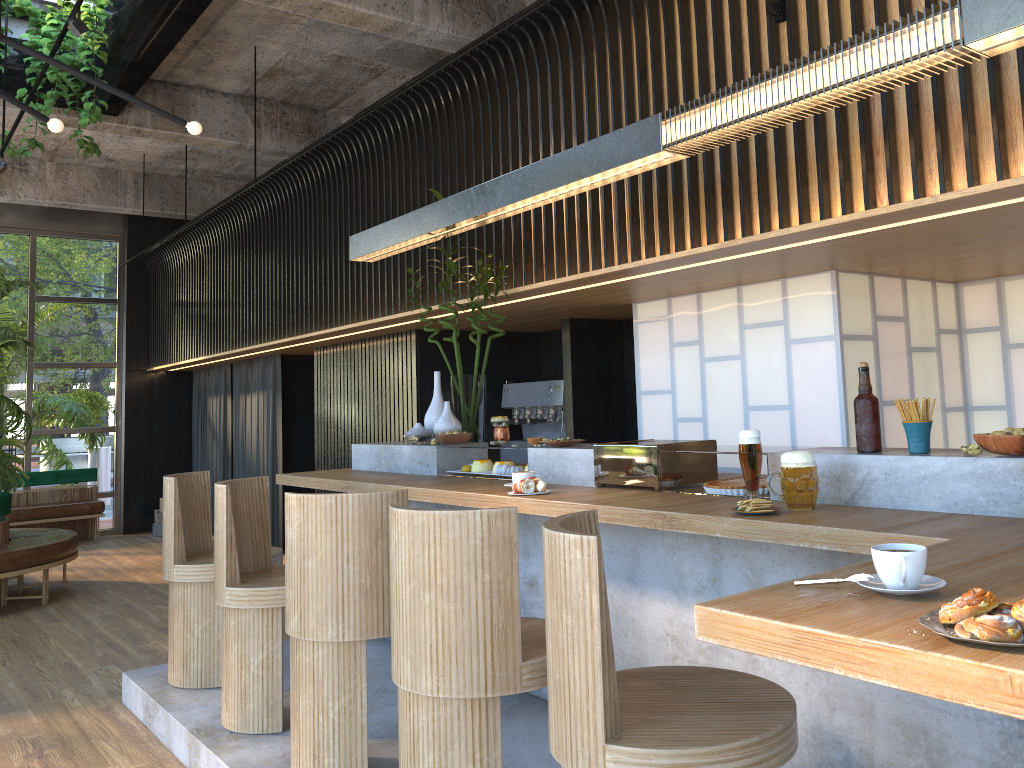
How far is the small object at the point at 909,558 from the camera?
1.47m

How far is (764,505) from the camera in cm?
254

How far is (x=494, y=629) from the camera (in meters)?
2.37

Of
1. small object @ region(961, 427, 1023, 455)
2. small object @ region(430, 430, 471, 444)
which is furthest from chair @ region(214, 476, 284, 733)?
small object @ region(961, 427, 1023, 455)

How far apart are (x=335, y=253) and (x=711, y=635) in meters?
6.2

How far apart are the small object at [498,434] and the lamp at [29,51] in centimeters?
187cm

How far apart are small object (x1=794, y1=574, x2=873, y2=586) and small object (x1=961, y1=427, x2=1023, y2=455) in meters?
1.0 m

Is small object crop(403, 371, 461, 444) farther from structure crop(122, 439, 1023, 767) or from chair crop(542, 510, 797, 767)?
chair crop(542, 510, 797, 767)

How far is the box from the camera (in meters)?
10.72

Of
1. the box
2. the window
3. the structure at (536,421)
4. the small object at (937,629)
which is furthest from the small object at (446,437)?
the window
